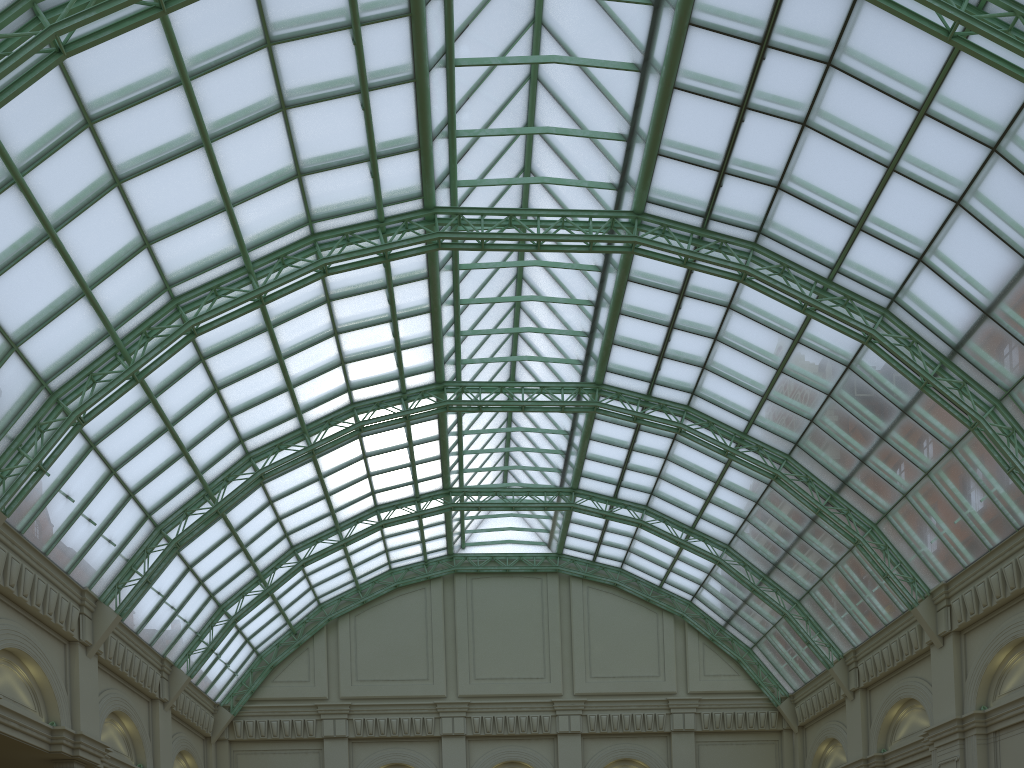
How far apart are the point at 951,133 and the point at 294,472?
34.6 meters

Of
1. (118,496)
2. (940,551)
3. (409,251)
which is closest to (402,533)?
(118,496)

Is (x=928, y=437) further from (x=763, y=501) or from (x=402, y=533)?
(x=402, y=533)

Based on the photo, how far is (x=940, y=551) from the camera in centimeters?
3447cm
